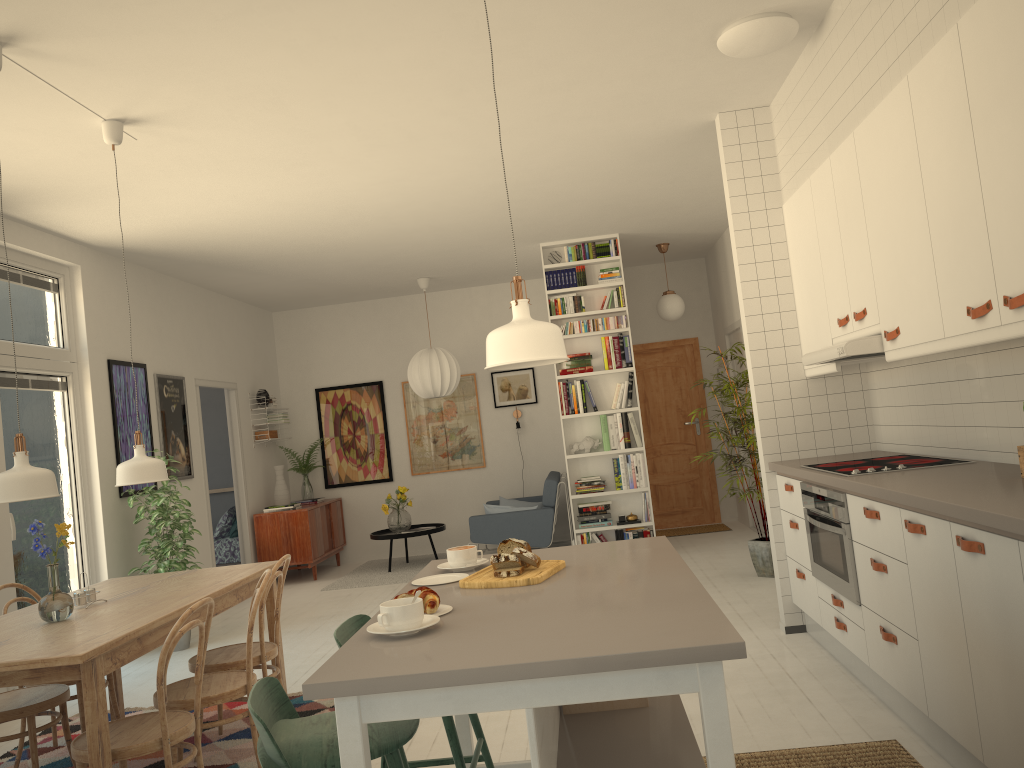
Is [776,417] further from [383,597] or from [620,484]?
[383,597]

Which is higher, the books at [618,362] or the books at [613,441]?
the books at [618,362]

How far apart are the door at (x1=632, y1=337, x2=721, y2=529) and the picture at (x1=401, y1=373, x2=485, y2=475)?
1.8 meters

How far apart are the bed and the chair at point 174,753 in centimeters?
568cm

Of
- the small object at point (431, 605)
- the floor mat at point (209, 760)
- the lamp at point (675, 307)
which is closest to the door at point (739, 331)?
the lamp at point (675, 307)

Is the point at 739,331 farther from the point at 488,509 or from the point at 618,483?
the point at 488,509

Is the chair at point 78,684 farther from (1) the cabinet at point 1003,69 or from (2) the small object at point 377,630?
(1) the cabinet at point 1003,69

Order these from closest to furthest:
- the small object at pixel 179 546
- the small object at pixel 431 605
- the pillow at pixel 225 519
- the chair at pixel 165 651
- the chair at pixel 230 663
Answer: the small object at pixel 431 605, the chair at pixel 165 651, the chair at pixel 230 663, the small object at pixel 179 546, the pillow at pixel 225 519

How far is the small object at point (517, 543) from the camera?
2.5m

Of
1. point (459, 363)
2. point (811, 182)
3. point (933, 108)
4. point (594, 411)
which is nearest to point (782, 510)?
point (811, 182)
